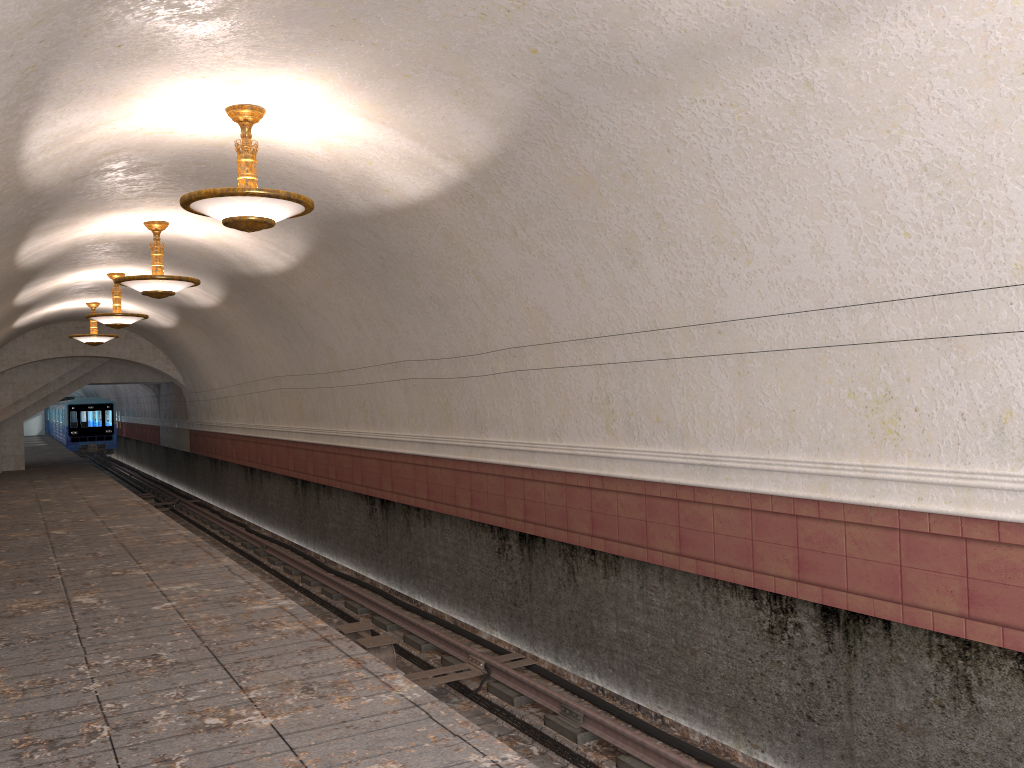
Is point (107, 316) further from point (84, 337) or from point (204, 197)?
point (204, 197)

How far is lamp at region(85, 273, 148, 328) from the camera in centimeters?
1492cm

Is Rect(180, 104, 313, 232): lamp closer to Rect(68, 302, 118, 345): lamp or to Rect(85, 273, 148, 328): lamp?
Rect(85, 273, 148, 328): lamp

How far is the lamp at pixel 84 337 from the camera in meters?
19.1

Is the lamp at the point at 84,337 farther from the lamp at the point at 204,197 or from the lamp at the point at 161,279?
the lamp at the point at 204,197

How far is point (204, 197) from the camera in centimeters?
650cm

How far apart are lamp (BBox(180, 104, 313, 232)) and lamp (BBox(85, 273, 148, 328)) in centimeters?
893cm

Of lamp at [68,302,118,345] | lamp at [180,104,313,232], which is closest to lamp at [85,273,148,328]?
lamp at [68,302,118,345]

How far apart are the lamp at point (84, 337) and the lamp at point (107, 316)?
4.38m

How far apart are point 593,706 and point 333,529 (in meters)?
7.95
